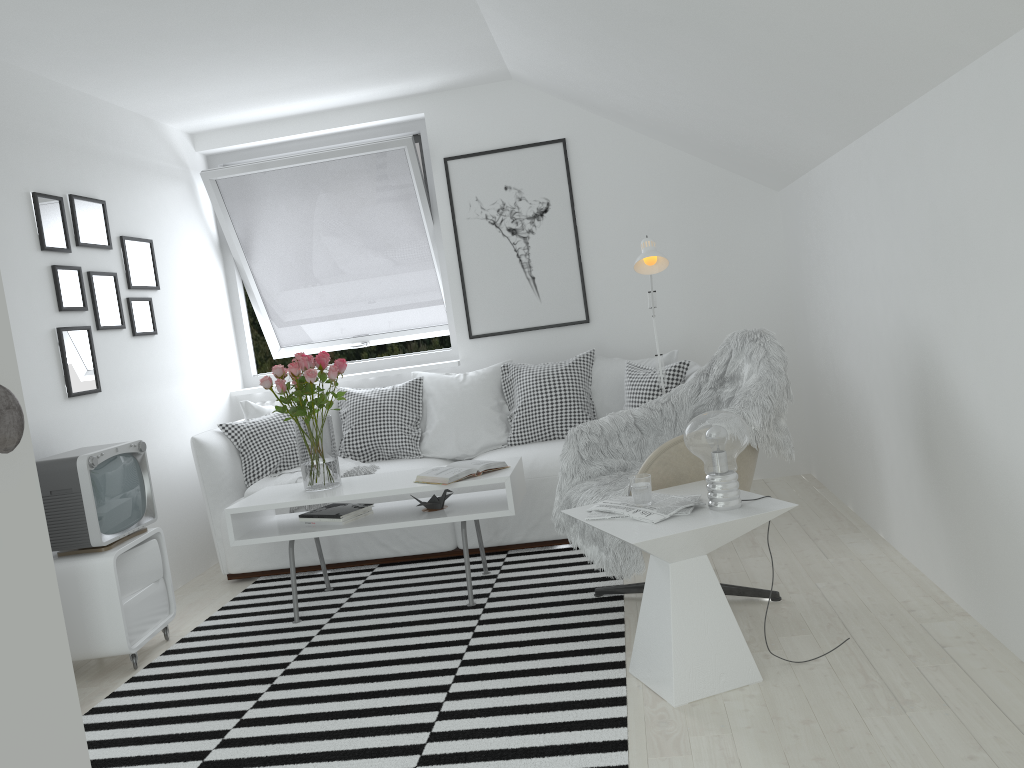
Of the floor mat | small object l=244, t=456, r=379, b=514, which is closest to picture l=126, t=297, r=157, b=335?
small object l=244, t=456, r=379, b=514

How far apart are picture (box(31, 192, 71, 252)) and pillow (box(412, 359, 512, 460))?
1.9 meters

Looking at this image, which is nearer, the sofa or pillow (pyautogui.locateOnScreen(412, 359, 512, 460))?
the sofa

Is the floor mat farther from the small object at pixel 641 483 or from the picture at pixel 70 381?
the picture at pixel 70 381

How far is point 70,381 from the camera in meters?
3.8 m

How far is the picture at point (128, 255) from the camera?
4.5m

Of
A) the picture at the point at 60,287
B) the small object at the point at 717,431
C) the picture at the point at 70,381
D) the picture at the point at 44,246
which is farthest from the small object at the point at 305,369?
the small object at the point at 717,431

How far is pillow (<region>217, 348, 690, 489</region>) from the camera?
4.6 meters

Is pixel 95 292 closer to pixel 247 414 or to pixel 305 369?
pixel 247 414

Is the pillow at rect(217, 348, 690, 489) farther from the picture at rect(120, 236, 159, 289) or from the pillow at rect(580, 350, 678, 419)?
the picture at rect(120, 236, 159, 289)
